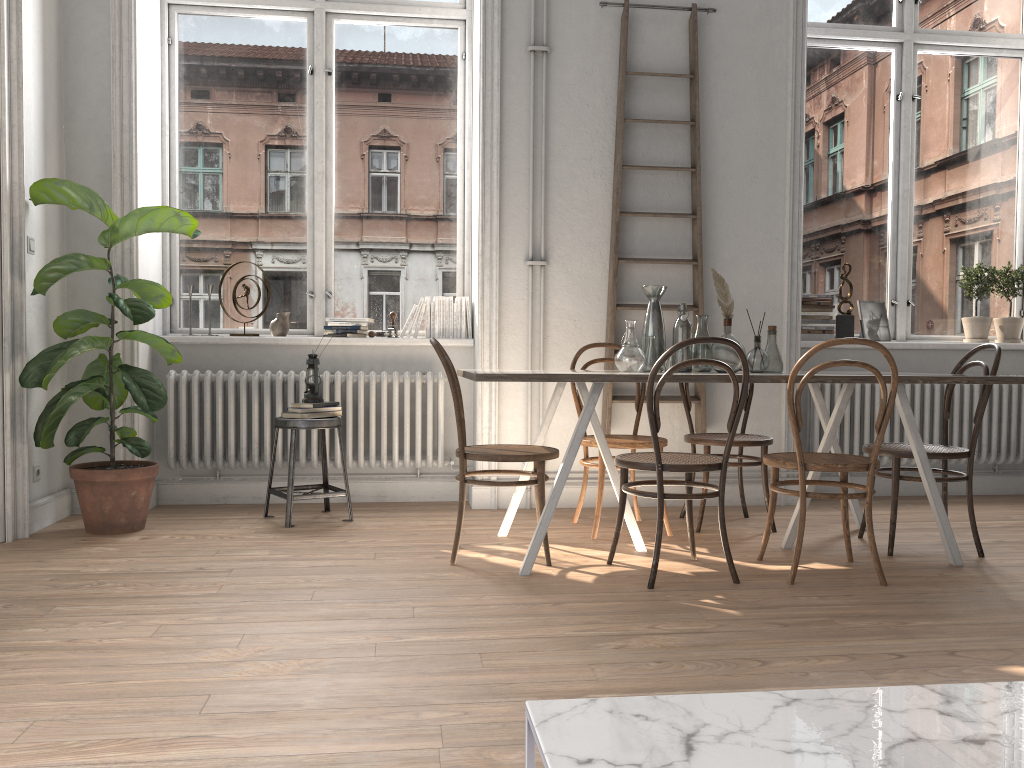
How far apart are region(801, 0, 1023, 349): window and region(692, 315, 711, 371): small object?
2.0m

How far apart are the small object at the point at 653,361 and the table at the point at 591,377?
0.3m

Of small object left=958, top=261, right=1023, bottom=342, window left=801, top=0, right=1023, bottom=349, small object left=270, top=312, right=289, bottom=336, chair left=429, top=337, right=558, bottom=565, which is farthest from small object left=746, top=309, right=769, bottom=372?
small object left=270, top=312, right=289, bottom=336

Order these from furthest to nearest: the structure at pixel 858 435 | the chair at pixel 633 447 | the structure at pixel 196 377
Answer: the structure at pixel 858 435 → the structure at pixel 196 377 → the chair at pixel 633 447

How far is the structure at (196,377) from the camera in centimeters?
479cm

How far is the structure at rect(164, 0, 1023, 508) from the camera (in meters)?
4.79

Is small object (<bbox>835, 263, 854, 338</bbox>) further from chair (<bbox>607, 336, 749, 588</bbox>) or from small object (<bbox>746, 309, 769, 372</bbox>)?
chair (<bbox>607, 336, 749, 588</bbox>)

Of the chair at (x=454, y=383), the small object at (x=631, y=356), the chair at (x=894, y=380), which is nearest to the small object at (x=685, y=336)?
the small object at (x=631, y=356)

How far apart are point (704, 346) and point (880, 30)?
3.05m

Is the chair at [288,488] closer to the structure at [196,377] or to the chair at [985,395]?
the structure at [196,377]
